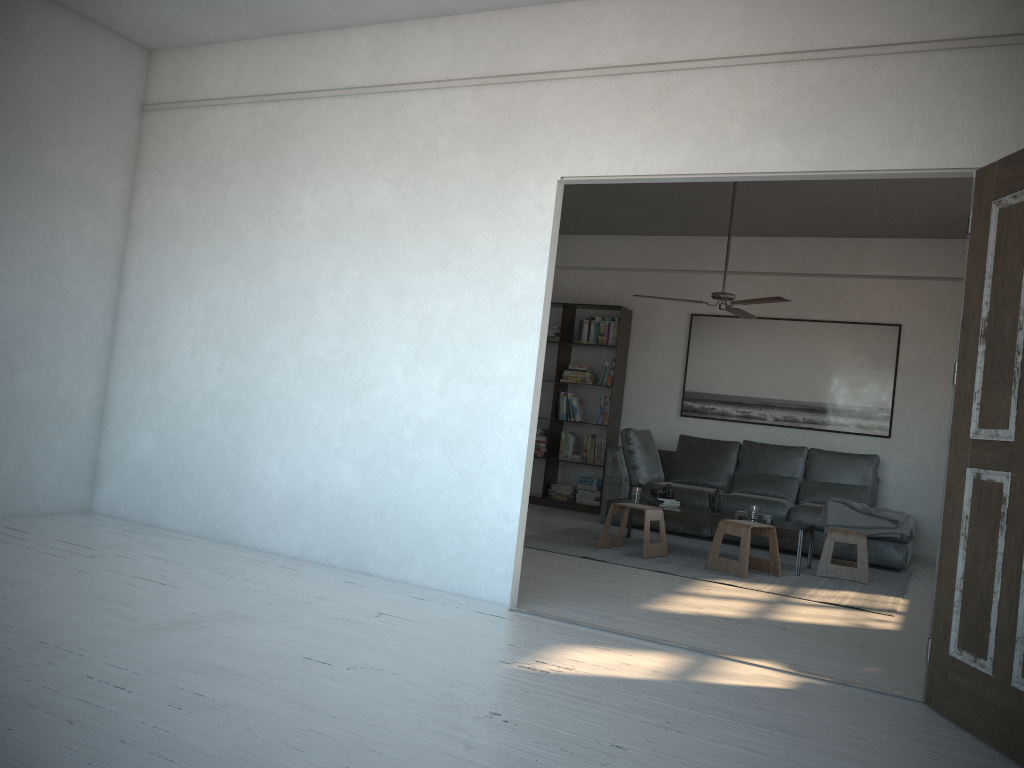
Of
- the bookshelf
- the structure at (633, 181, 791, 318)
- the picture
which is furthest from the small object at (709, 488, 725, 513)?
the bookshelf

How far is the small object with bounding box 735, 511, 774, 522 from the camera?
6.40m

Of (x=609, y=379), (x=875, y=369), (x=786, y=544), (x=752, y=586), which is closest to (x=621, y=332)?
(x=609, y=379)

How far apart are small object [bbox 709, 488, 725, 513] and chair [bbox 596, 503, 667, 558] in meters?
0.5 m

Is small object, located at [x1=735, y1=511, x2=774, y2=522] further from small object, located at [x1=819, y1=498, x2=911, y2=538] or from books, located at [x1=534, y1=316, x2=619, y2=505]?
books, located at [x1=534, y1=316, x2=619, y2=505]

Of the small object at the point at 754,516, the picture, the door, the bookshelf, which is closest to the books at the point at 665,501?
the small object at the point at 754,516

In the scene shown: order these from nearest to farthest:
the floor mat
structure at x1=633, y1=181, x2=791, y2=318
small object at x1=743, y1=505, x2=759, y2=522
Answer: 1. the floor mat
2. small object at x1=743, y1=505, x2=759, y2=522
3. structure at x1=633, y1=181, x2=791, y2=318

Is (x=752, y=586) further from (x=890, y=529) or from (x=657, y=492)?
(x=890, y=529)

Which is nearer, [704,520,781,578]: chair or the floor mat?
the floor mat

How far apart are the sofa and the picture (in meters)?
0.41
